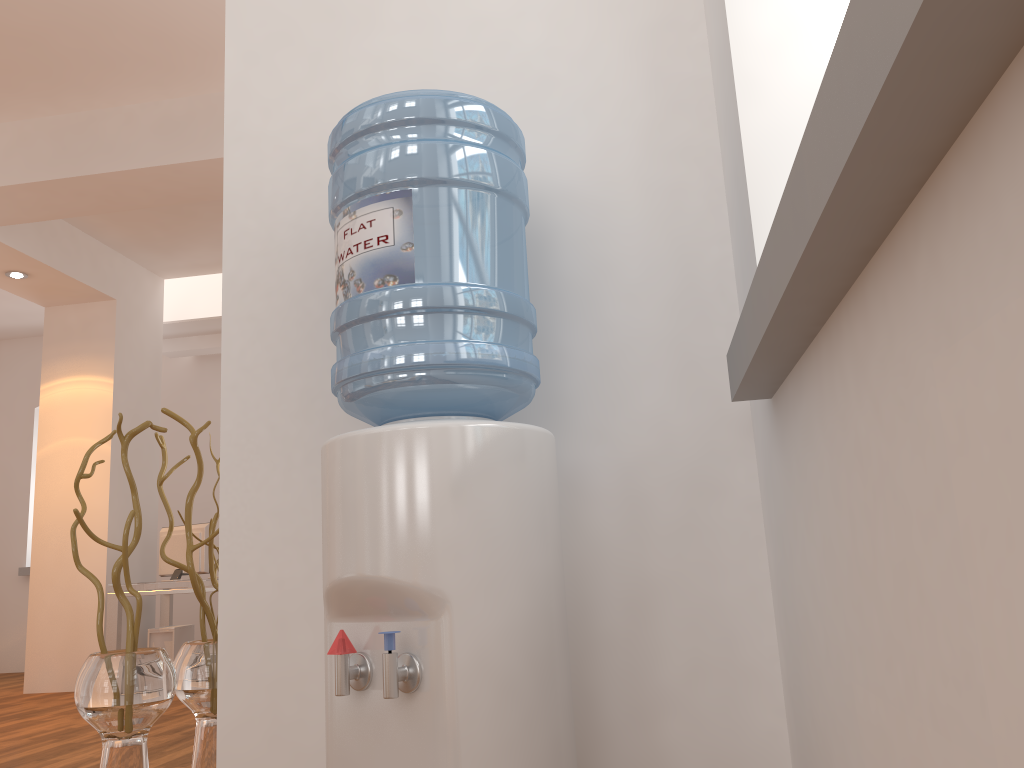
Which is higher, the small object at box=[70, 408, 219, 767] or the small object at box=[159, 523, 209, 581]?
the small object at box=[159, 523, 209, 581]

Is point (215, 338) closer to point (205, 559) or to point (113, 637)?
point (205, 559)

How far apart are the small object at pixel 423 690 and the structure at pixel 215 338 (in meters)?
7.06

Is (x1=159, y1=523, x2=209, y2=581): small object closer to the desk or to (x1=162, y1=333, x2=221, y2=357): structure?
the desk

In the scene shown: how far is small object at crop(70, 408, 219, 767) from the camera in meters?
1.8 m

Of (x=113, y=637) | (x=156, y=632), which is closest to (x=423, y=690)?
(x=113, y=637)

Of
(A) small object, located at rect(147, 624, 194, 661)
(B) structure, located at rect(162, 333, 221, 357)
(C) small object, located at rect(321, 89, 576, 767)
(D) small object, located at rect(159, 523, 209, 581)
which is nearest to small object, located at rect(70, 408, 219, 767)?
(C) small object, located at rect(321, 89, 576, 767)

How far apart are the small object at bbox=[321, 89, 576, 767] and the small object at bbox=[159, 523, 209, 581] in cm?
552

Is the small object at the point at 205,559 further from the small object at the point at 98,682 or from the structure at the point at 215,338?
the small object at the point at 98,682

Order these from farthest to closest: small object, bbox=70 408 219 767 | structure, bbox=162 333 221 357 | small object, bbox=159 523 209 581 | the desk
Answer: structure, bbox=162 333 221 357
small object, bbox=159 523 209 581
the desk
small object, bbox=70 408 219 767
